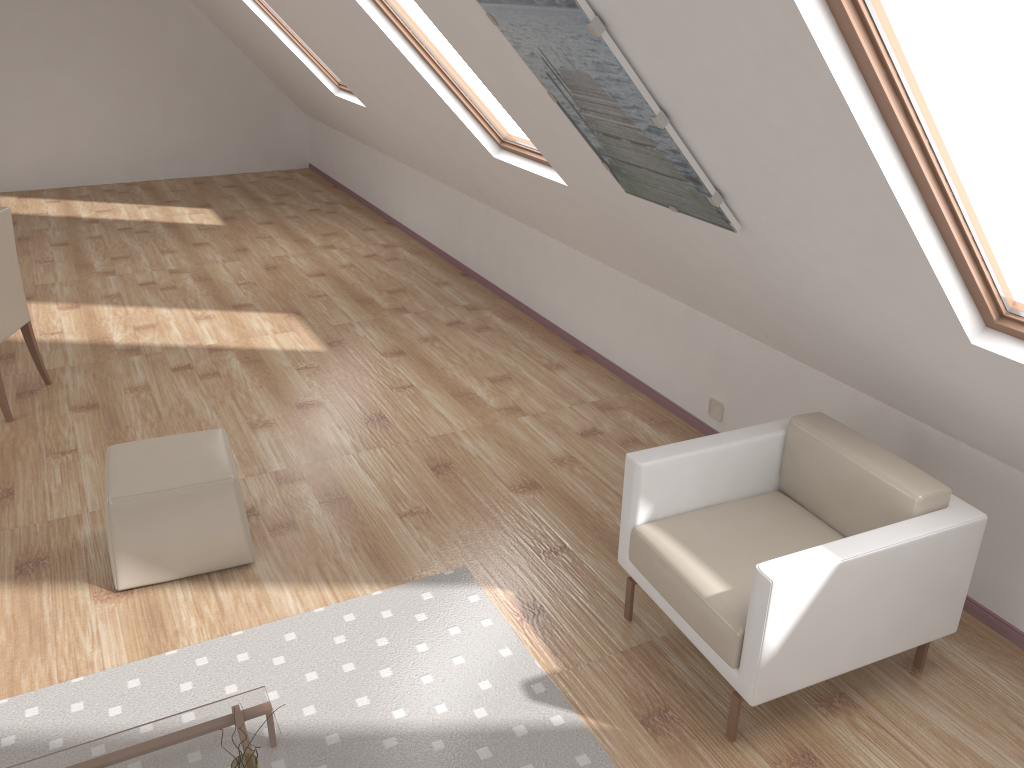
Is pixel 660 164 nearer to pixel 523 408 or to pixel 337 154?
pixel 523 408

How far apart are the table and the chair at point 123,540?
0.9m

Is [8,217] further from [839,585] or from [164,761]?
[839,585]

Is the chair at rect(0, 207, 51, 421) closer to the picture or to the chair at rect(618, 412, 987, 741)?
the picture

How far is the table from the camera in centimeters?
231cm

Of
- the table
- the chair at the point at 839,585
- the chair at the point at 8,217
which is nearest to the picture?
the chair at the point at 839,585

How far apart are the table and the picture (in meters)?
2.00

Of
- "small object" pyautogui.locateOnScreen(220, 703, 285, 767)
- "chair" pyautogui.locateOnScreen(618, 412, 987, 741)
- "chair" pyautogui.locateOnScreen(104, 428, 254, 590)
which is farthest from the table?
"chair" pyautogui.locateOnScreen(618, 412, 987, 741)

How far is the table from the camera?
2.31m

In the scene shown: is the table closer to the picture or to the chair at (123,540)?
the chair at (123,540)
